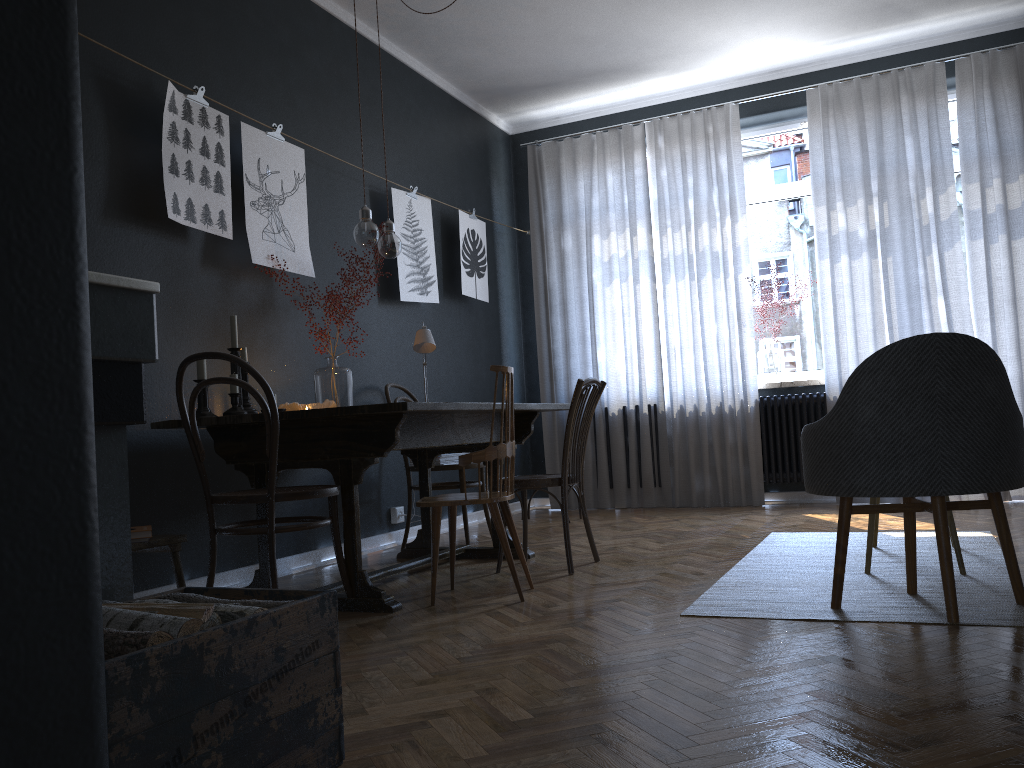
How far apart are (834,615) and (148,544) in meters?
2.2

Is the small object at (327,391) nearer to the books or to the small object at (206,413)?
the small object at (206,413)

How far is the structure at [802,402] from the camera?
5.9m

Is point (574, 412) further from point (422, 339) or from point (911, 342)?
point (911, 342)

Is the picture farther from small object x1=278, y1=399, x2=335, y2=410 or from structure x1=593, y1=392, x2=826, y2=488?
structure x1=593, y1=392, x2=826, y2=488

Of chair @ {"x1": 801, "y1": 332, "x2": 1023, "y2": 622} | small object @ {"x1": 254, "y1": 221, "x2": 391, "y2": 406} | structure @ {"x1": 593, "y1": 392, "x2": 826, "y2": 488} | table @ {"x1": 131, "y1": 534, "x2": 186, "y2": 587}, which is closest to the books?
table @ {"x1": 131, "y1": 534, "x2": 186, "y2": 587}

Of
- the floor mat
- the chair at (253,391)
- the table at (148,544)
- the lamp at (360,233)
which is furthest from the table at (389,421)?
the floor mat

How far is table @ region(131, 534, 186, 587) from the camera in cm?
295

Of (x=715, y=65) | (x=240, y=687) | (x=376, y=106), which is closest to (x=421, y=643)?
(x=240, y=687)

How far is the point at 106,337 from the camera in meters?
1.8
